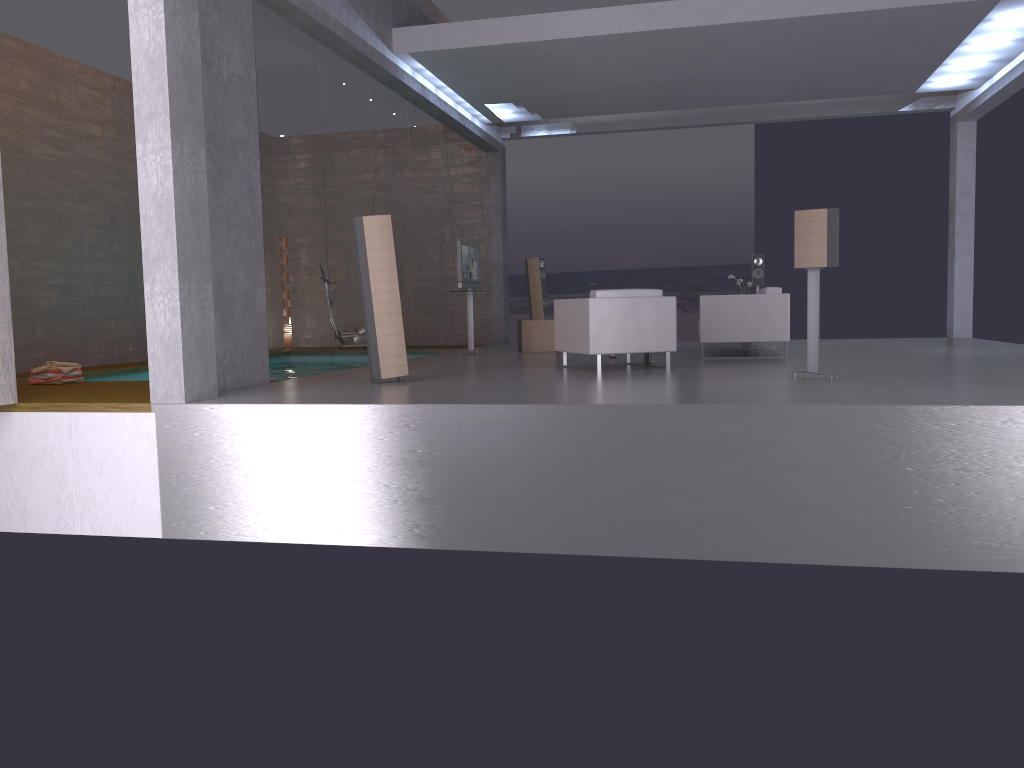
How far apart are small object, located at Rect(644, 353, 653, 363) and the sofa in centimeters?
95cm

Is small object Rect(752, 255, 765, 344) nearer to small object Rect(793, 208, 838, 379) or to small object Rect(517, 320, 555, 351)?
small object Rect(517, 320, 555, 351)

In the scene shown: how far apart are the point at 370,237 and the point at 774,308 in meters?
4.9 m

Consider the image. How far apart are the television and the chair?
3.2m

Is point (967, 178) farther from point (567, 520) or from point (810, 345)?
point (567, 520)

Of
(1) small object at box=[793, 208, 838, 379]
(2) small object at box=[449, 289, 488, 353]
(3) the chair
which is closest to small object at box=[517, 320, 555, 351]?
(2) small object at box=[449, 289, 488, 353]

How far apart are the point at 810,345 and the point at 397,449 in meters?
3.5 m

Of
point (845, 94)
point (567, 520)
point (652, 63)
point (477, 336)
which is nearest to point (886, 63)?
point (845, 94)

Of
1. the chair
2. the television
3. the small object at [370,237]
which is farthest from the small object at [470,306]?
the small object at [370,237]

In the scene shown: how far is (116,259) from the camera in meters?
12.3
